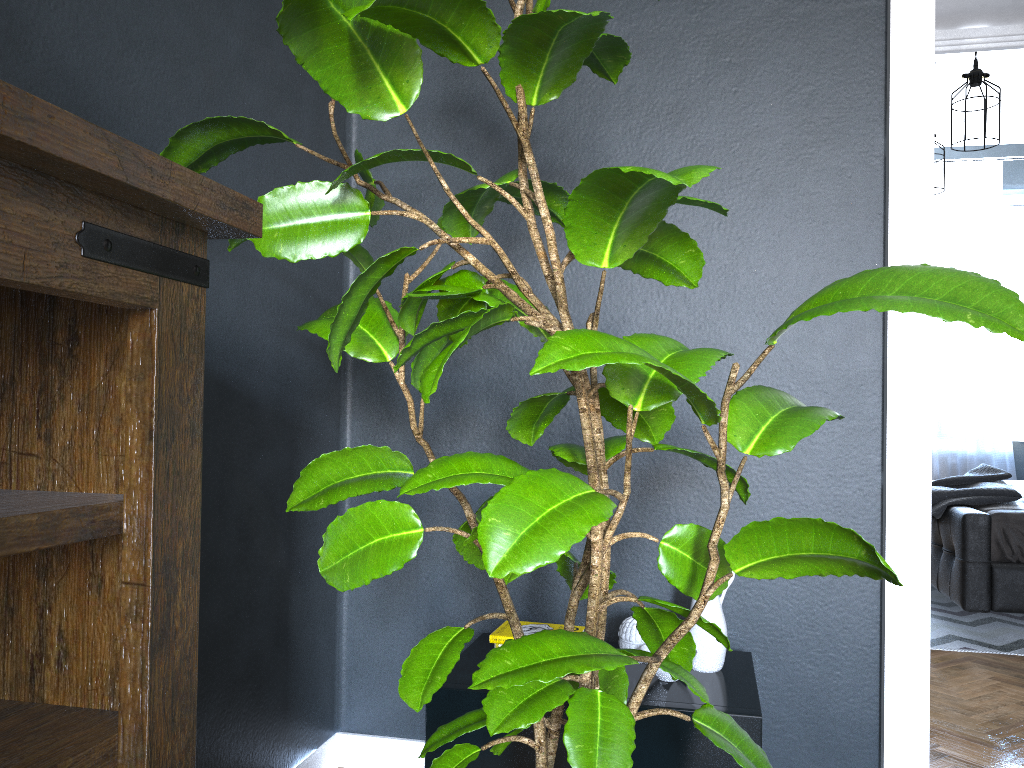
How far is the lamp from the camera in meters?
4.1 m

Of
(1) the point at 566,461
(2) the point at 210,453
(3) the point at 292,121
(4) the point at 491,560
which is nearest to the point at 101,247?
(4) the point at 491,560

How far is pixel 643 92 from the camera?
2.2 meters

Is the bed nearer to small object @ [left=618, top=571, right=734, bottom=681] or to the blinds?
the blinds

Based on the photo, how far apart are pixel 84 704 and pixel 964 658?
3.46m

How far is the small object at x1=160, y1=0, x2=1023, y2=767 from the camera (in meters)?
0.96

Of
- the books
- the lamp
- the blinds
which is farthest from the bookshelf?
the blinds

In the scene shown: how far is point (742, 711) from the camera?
1.6 meters

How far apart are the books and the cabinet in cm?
6

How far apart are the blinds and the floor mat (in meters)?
1.63
